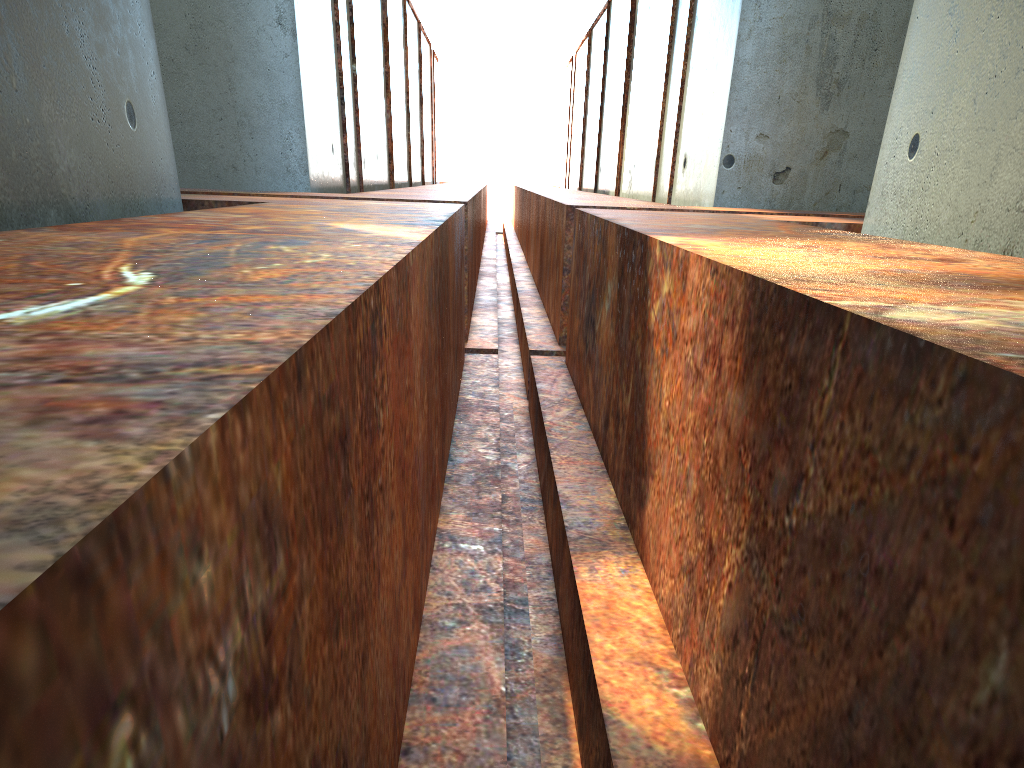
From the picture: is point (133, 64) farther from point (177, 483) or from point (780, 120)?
point (780, 120)

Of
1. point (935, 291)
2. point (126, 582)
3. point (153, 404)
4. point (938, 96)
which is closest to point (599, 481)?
point (935, 291)
